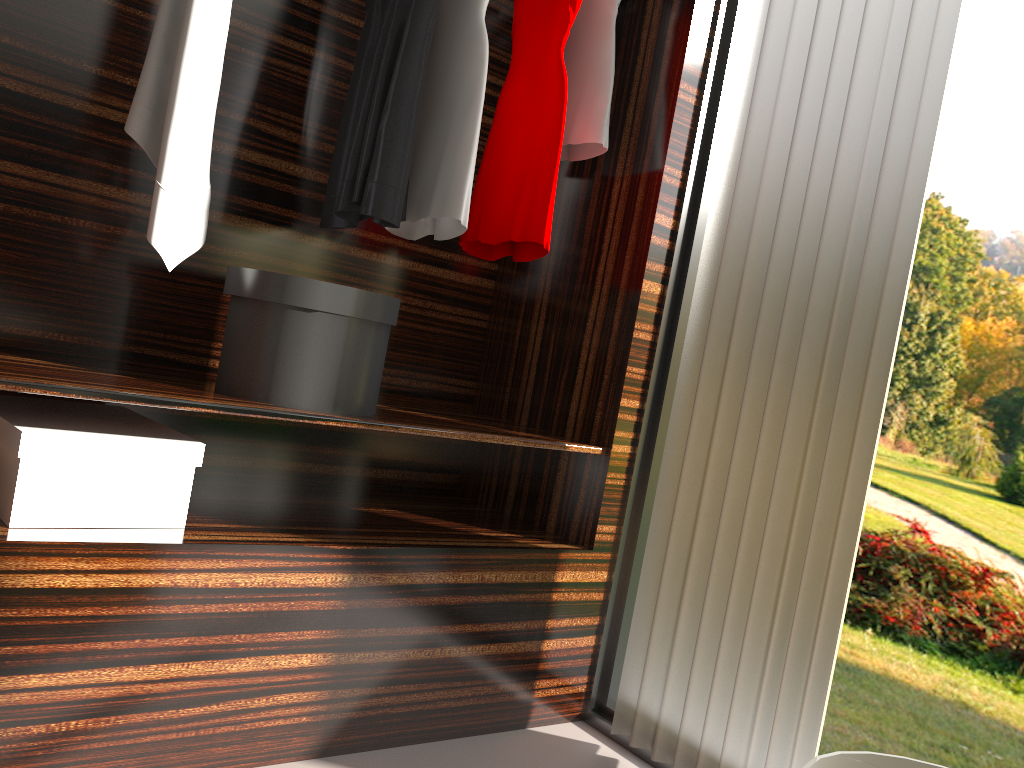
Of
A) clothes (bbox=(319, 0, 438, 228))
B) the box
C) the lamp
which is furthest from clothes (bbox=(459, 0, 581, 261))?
the lamp

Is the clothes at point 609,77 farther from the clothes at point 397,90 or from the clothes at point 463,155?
the clothes at point 397,90

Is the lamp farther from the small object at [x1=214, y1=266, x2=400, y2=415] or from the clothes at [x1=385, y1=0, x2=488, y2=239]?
the clothes at [x1=385, y1=0, x2=488, y2=239]

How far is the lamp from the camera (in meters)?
0.60

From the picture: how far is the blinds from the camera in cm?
173

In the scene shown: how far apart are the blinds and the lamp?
1.2 meters

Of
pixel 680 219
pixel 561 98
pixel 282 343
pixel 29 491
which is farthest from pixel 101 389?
pixel 680 219

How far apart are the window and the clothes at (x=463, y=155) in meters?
0.6

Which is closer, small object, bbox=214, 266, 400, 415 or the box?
the box

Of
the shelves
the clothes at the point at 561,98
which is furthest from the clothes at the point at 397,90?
the shelves
